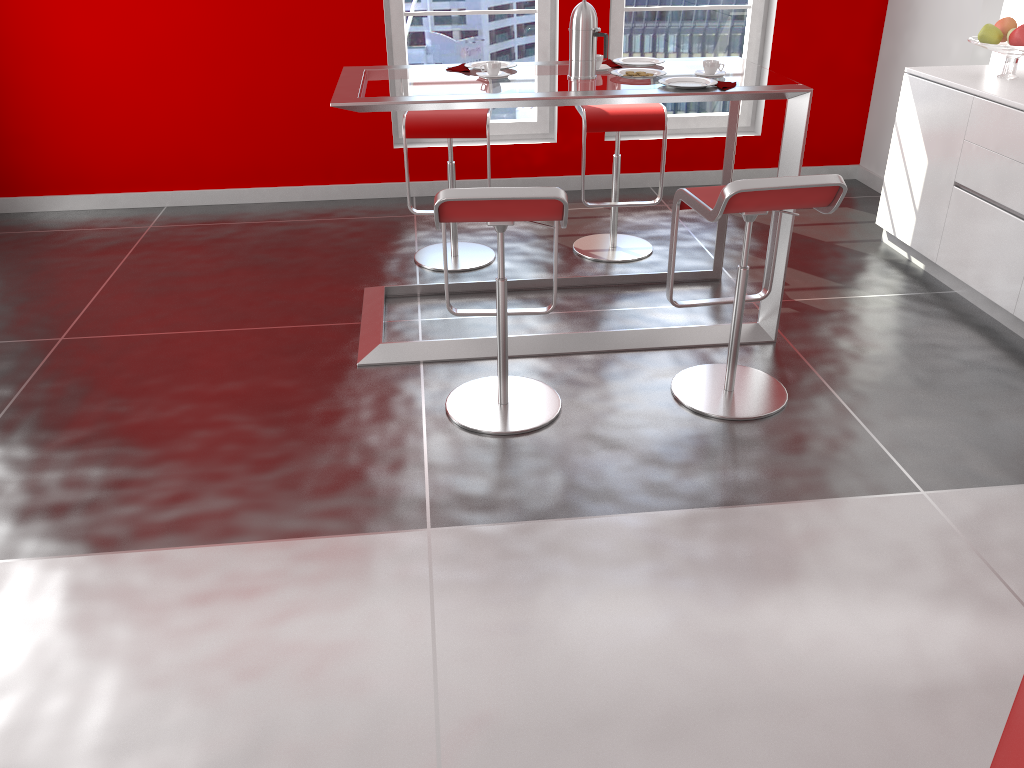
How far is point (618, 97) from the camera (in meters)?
3.10

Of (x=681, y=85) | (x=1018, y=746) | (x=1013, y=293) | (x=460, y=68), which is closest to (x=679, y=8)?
(x=460, y=68)

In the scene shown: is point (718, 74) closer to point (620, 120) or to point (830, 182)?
point (620, 120)

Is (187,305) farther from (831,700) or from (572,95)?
(831,700)

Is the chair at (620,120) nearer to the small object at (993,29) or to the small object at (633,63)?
the small object at (633,63)

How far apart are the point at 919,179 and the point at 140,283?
3.77m

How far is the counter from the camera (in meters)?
1.04

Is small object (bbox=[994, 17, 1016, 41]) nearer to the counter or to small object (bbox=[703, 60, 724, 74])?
small object (bbox=[703, 60, 724, 74])

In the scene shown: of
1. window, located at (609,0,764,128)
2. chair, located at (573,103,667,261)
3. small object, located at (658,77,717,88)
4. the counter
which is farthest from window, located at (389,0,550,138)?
the counter

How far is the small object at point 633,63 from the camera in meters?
3.7 m
